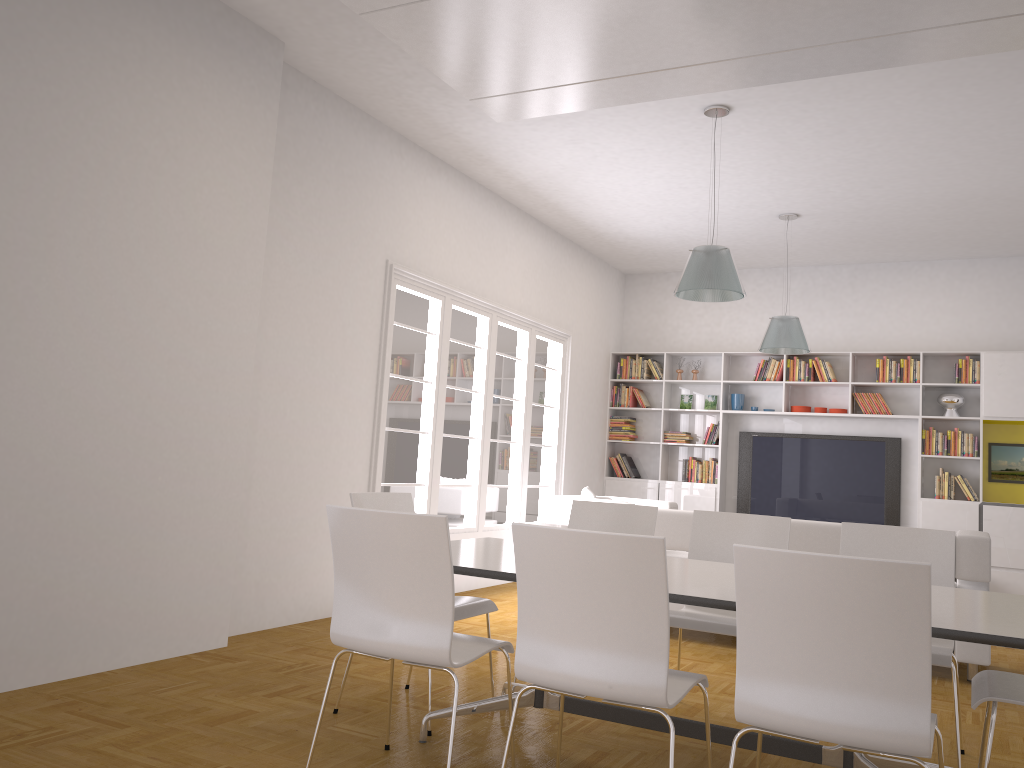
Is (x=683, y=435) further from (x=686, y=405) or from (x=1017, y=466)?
(x=1017, y=466)

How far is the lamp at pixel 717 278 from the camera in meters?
5.5

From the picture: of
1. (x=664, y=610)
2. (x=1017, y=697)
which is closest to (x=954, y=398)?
(x=1017, y=697)

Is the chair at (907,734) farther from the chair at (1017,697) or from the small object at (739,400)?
the small object at (739,400)

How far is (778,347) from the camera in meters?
7.7 m

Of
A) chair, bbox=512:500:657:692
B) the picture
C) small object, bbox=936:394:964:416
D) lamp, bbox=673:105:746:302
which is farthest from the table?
the picture

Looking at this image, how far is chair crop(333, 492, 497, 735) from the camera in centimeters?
385cm

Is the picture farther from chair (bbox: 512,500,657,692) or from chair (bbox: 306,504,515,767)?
chair (bbox: 306,504,515,767)

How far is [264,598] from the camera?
5.43m

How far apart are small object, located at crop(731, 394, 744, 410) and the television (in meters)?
0.33
